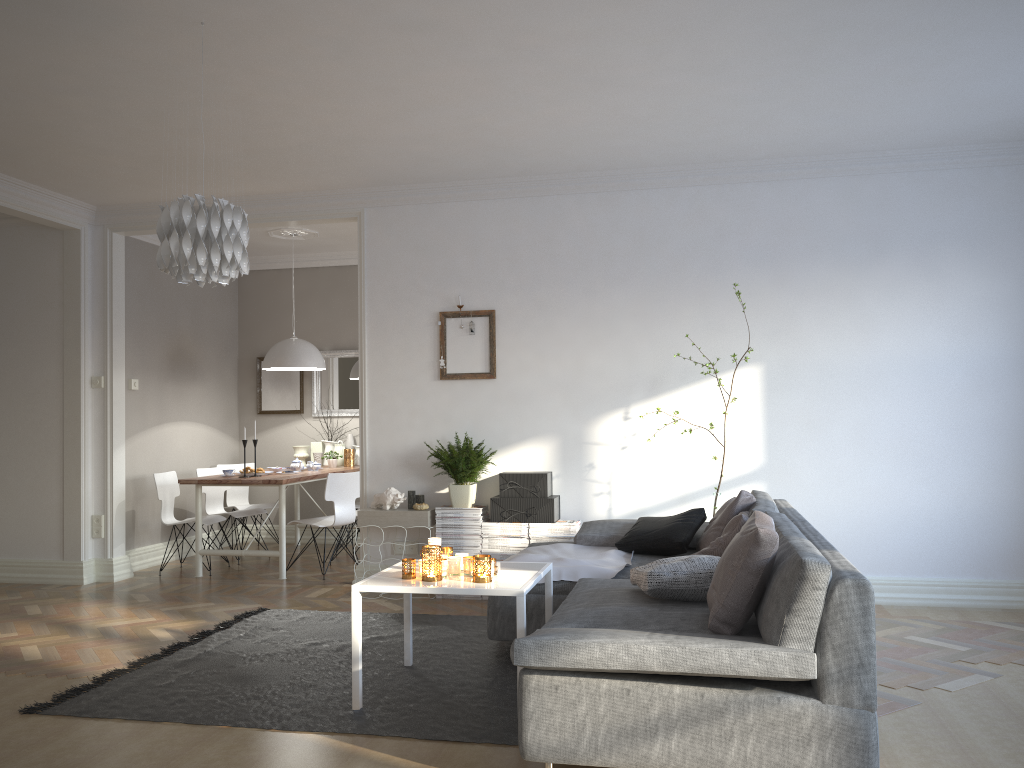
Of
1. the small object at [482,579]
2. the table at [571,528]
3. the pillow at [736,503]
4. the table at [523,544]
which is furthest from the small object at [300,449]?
the small object at [482,579]

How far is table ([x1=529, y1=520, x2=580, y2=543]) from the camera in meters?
5.6 m

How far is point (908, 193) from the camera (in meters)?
5.51

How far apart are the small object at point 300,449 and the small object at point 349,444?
0.27m

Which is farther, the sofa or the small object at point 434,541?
the small object at point 434,541

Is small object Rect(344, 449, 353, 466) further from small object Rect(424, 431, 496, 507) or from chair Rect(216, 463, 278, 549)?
small object Rect(424, 431, 496, 507)

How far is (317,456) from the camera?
8.3 meters

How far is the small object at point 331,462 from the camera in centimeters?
805cm

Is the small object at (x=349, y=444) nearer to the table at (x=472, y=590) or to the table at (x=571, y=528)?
the table at (x=571, y=528)

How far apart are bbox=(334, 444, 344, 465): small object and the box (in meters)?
2.90
